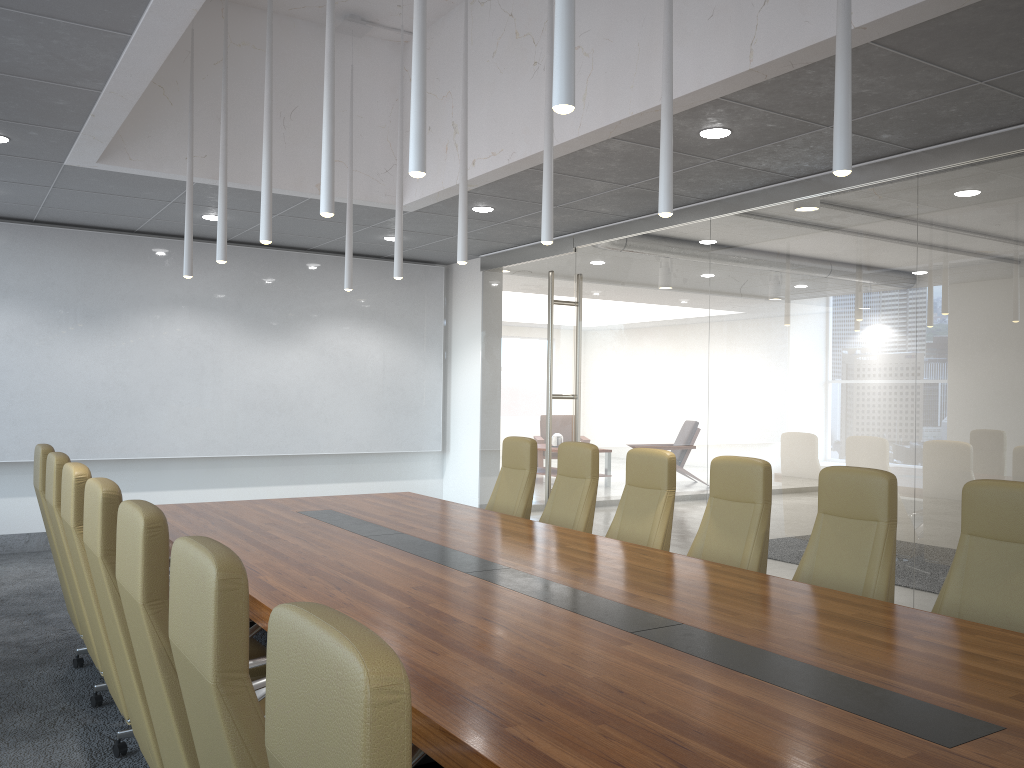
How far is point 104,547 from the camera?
3.2 meters

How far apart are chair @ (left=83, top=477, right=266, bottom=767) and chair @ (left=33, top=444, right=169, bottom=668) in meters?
1.9 m

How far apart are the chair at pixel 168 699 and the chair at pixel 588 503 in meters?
3.4

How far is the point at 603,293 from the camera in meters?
9.2

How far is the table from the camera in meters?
2.2

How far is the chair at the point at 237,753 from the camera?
1.84m

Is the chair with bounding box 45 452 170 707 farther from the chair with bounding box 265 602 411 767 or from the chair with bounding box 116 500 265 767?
the chair with bounding box 265 602 411 767

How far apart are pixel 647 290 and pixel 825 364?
2.2 meters

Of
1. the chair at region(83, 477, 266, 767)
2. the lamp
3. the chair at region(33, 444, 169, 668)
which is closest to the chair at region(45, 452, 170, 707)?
the chair at region(33, 444, 169, 668)

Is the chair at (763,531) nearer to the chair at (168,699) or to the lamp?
the lamp
